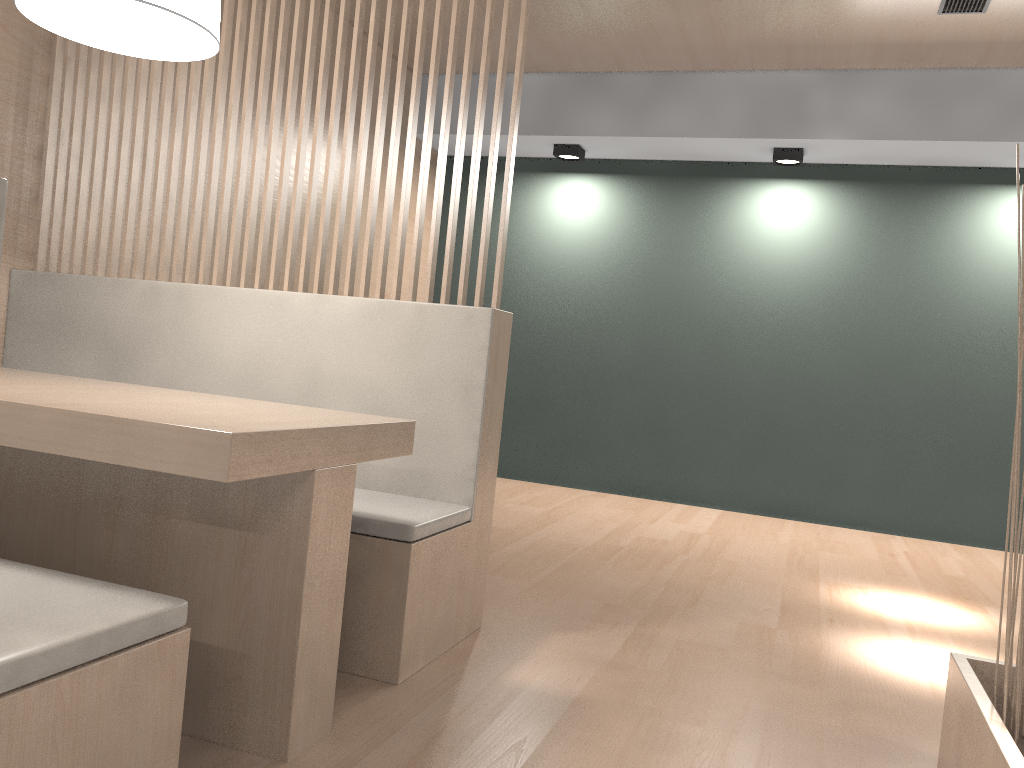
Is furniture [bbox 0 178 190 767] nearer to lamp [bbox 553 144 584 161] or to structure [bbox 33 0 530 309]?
structure [bbox 33 0 530 309]

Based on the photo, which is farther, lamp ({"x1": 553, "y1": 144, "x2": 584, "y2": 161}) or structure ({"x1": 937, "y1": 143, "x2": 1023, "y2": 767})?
lamp ({"x1": 553, "y1": 144, "x2": 584, "y2": 161})

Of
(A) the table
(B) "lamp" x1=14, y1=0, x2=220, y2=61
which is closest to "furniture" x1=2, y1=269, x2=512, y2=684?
(A) the table

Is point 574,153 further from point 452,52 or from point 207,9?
point 207,9

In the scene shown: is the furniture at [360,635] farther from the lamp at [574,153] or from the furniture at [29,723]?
the lamp at [574,153]

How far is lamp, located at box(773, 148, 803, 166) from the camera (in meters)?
3.18

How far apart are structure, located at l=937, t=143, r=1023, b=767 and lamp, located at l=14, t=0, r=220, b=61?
1.1m

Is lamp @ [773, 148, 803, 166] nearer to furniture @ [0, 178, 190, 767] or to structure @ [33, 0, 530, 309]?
structure @ [33, 0, 530, 309]

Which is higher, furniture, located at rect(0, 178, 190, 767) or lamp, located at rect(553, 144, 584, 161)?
lamp, located at rect(553, 144, 584, 161)

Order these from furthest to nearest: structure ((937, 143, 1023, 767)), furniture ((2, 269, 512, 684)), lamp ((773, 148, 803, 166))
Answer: lamp ((773, 148, 803, 166)) < furniture ((2, 269, 512, 684)) < structure ((937, 143, 1023, 767))
